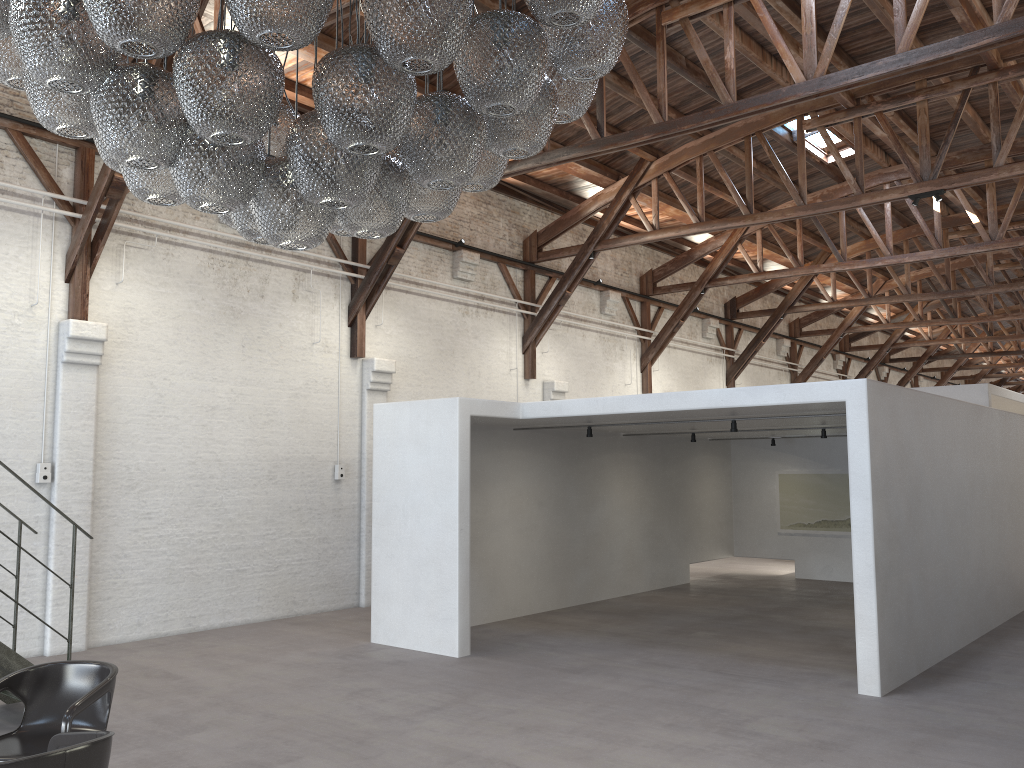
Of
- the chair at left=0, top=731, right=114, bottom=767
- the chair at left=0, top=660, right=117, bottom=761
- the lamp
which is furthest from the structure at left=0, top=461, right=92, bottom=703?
the lamp

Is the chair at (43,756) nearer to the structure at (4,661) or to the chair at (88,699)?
the chair at (88,699)

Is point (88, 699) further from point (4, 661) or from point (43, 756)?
point (4, 661)

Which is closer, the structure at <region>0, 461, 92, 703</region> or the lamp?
the lamp

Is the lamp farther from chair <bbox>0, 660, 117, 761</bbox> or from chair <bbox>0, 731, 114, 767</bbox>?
chair <bbox>0, 660, 117, 761</bbox>

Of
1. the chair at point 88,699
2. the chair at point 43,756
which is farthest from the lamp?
the chair at point 88,699

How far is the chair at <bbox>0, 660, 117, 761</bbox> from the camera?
4.3m

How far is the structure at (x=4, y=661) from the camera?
6.0 meters

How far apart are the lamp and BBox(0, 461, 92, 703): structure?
3.9 meters

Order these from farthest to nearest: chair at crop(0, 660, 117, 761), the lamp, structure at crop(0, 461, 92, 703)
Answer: structure at crop(0, 461, 92, 703)
chair at crop(0, 660, 117, 761)
the lamp
